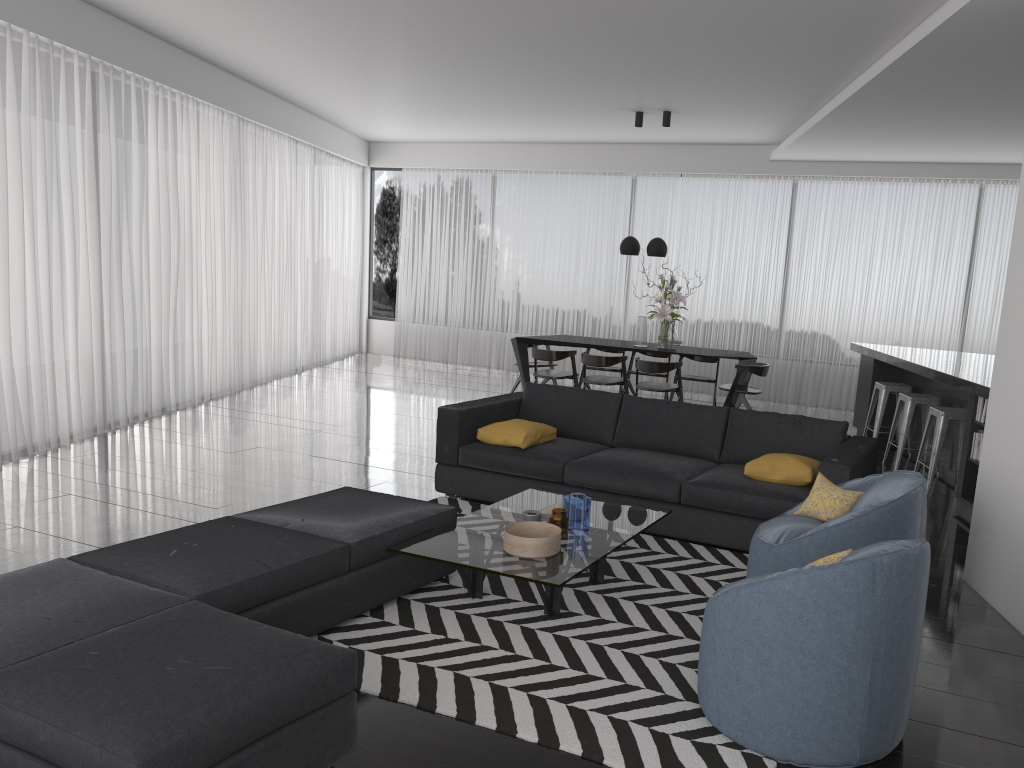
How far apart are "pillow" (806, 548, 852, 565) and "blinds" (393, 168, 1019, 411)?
8.0 meters

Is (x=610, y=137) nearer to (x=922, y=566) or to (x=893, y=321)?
(x=893, y=321)

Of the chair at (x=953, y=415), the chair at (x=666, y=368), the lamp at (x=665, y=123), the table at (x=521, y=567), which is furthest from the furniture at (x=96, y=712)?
the lamp at (x=665, y=123)

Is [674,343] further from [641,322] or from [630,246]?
[630,246]

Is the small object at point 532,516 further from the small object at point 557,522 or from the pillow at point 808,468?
the pillow at point 808,468

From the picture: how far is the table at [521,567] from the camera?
3.6 meters

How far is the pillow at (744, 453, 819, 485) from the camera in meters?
4.8 m

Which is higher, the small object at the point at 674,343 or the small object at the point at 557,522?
the small object at the point at 674,343

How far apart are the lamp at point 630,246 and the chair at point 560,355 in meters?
1.2 m

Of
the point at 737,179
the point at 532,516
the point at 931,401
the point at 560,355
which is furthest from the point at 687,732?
the point at 737,179
